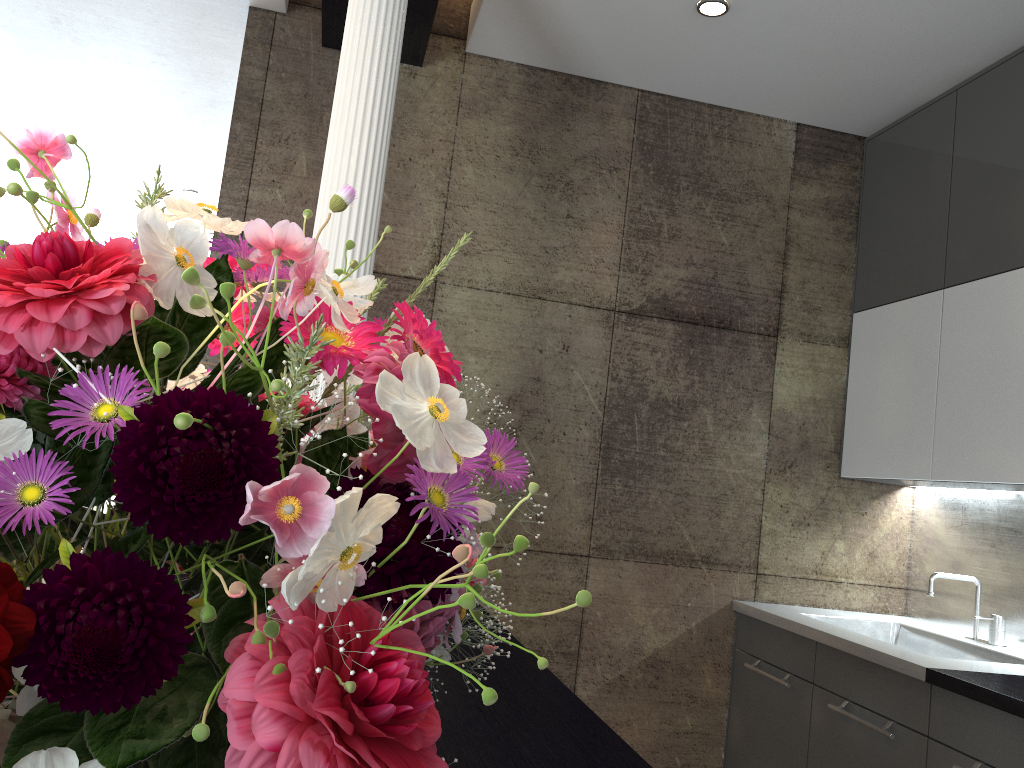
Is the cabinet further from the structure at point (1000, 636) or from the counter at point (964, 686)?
the structure at point (1000, 636)

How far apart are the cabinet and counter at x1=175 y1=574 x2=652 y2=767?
1.3 meters

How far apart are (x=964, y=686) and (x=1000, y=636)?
0.96m

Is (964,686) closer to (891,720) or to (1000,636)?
(891,720)

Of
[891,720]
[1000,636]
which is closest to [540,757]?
[891,720]

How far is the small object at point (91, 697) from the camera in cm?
39

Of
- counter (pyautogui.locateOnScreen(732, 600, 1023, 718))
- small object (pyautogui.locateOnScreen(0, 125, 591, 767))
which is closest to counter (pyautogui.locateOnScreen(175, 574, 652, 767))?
small object (pyautogui.locateOnScreen(0, 125, 591, 767))

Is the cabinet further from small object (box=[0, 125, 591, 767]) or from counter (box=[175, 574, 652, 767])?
small object (box=[0, 125, 591, 767])

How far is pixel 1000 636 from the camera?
3.1 meters

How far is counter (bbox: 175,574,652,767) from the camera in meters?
1.2 m
